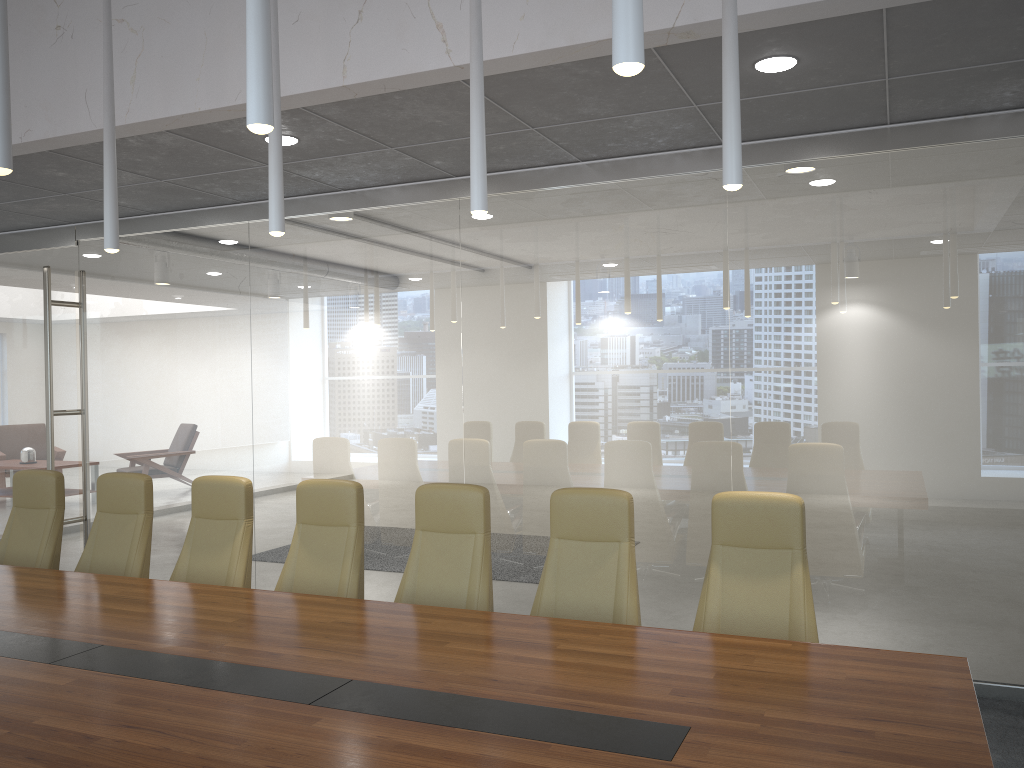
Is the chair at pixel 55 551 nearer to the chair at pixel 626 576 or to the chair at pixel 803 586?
the chair at pixel 626 576

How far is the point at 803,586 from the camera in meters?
4.1

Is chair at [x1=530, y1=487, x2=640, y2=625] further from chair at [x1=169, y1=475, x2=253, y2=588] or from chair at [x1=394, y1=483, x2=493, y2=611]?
chair at [x1=169, y1=475, x2=253, y2=588]

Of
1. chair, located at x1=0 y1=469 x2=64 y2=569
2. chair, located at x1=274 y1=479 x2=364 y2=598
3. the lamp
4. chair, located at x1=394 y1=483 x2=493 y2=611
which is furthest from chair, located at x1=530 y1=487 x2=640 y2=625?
chair, located at x1=0 y1=469 x2=64 y2=569

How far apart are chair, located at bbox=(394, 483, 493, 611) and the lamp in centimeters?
163cm

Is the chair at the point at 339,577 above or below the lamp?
below

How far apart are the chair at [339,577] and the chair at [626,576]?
1.1m

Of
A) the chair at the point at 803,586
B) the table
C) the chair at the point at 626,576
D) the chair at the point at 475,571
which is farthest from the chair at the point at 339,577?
the chair at the point at 803,586

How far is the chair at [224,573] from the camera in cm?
529

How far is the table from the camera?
2.6m
